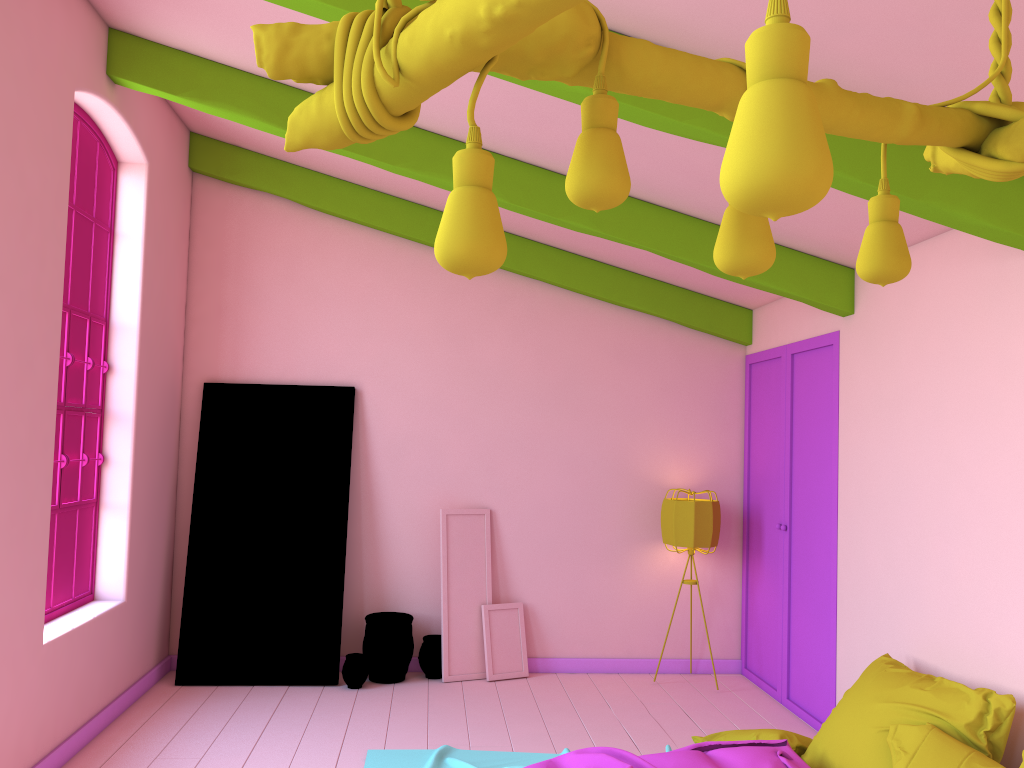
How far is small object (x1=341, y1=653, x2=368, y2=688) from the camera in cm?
634

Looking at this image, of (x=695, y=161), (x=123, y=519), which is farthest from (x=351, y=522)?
(x=695, y=161)

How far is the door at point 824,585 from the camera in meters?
5.7 m

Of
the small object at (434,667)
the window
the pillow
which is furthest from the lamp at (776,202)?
the small object at (434,667)

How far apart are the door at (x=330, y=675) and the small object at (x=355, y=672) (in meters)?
0.11

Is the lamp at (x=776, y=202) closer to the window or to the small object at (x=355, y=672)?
the window

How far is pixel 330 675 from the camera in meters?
6.4 m

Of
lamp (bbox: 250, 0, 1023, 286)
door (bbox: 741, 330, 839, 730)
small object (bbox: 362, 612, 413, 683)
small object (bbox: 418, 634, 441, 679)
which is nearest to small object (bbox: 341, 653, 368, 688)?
small object (bbox: 362, 612, 413, 683)

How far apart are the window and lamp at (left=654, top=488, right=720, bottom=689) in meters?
4.0

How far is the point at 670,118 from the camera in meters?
3.5
